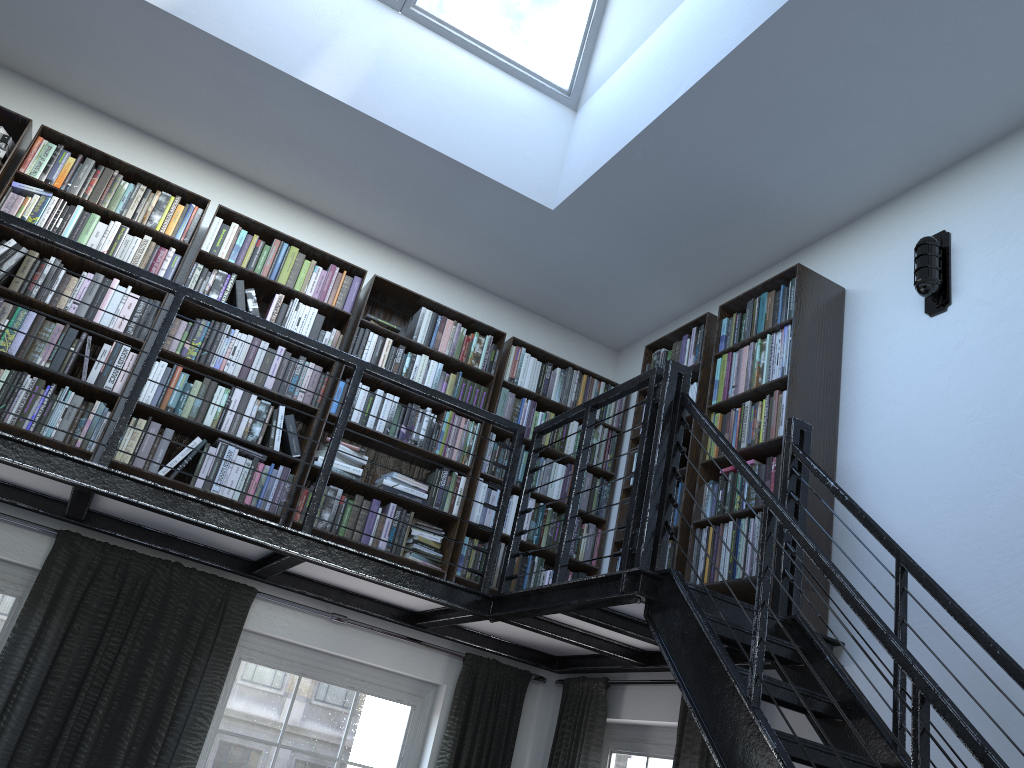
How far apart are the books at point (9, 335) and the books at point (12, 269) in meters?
0.0 m

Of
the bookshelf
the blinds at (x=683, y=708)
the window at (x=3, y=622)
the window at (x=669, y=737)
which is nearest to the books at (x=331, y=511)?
the bookshelf

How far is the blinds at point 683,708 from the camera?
3.88m

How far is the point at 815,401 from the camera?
3.8m

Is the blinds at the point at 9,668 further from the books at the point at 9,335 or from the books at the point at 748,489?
the books at the point at 748,489

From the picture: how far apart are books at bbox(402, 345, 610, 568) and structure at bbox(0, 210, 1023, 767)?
0.2 meters

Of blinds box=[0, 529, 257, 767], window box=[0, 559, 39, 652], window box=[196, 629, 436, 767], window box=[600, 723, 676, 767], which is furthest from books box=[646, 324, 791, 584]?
window box=[0, 559, 39, 652]

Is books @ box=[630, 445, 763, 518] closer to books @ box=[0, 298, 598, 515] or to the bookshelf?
the bookshelf

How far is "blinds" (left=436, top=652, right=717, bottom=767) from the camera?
3.9m

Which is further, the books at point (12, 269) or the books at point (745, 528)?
the books at point (12, 269)
